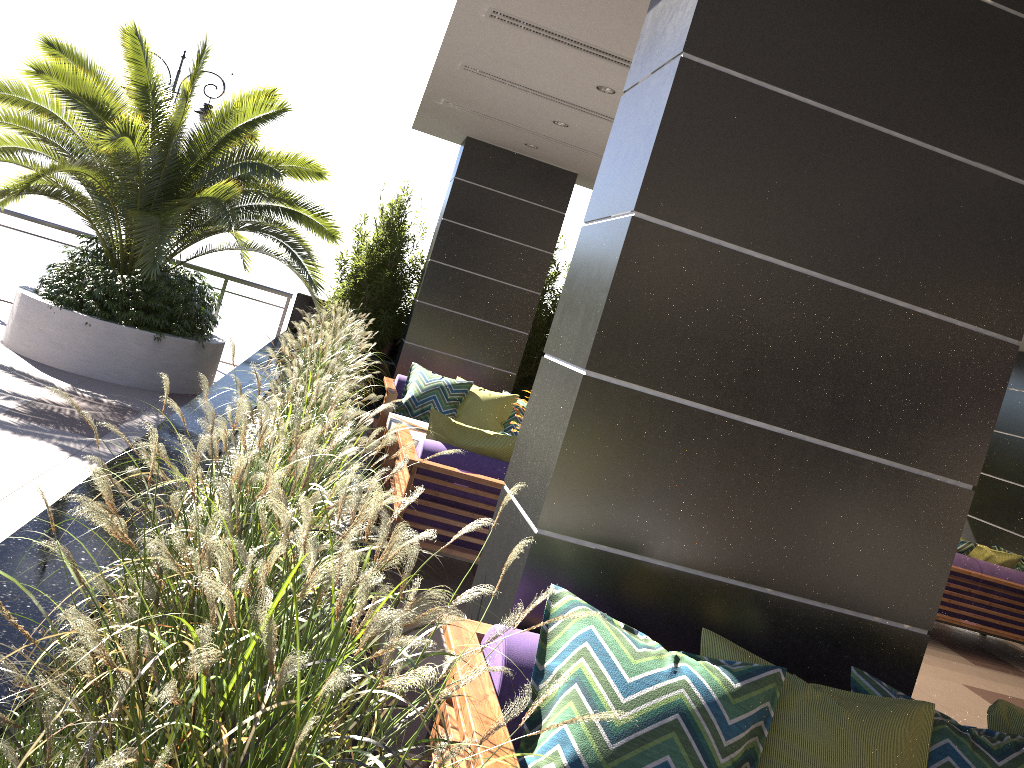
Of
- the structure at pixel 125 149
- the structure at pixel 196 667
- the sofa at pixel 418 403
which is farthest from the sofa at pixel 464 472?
the structure at pixel 125 149

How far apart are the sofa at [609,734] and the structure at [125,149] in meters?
5.1

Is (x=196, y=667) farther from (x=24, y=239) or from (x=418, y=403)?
(x=24, y=239)

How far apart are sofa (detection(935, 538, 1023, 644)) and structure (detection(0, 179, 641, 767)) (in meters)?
4.78

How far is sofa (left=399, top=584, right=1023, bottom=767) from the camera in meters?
1.9 m

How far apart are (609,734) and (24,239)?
9.9 meters

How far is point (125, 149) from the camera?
7.21m

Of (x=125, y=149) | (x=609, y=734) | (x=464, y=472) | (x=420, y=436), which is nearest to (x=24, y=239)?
(x=125, y=149)

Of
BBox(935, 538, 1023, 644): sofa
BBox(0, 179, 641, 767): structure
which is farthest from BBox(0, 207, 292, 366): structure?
BBox(935, 538, 1023, 644): sofa

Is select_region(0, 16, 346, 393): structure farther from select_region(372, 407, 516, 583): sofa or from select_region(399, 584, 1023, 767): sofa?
select_region(399, 584, 1023, 767): sofa
